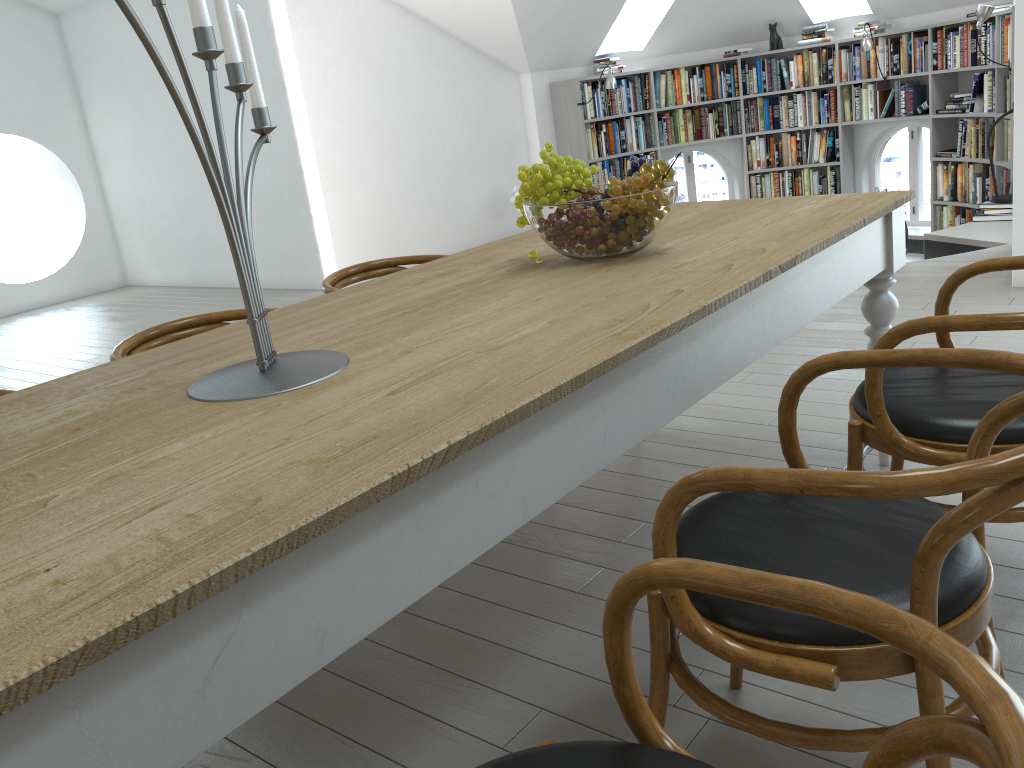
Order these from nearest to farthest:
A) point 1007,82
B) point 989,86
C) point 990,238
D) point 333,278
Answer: point 333,278 < point 990,238 < point 1007,82 < point 989,86

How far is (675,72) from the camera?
8.9 meters

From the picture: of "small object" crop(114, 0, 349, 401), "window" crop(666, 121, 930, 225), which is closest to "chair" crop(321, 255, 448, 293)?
"small object" crop(114, 0, 349, 401)

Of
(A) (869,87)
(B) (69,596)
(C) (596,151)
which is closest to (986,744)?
(B) (69,596)

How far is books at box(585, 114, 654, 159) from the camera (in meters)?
8.66

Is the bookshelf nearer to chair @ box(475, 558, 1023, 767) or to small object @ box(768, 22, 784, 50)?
small object @ box(768, 22, 784, 50)

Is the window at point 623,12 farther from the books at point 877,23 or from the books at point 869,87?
the books at point 869,87

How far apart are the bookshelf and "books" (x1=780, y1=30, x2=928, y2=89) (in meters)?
0.06

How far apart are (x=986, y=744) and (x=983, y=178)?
8.02m

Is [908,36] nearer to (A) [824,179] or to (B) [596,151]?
(A) [824,179]
